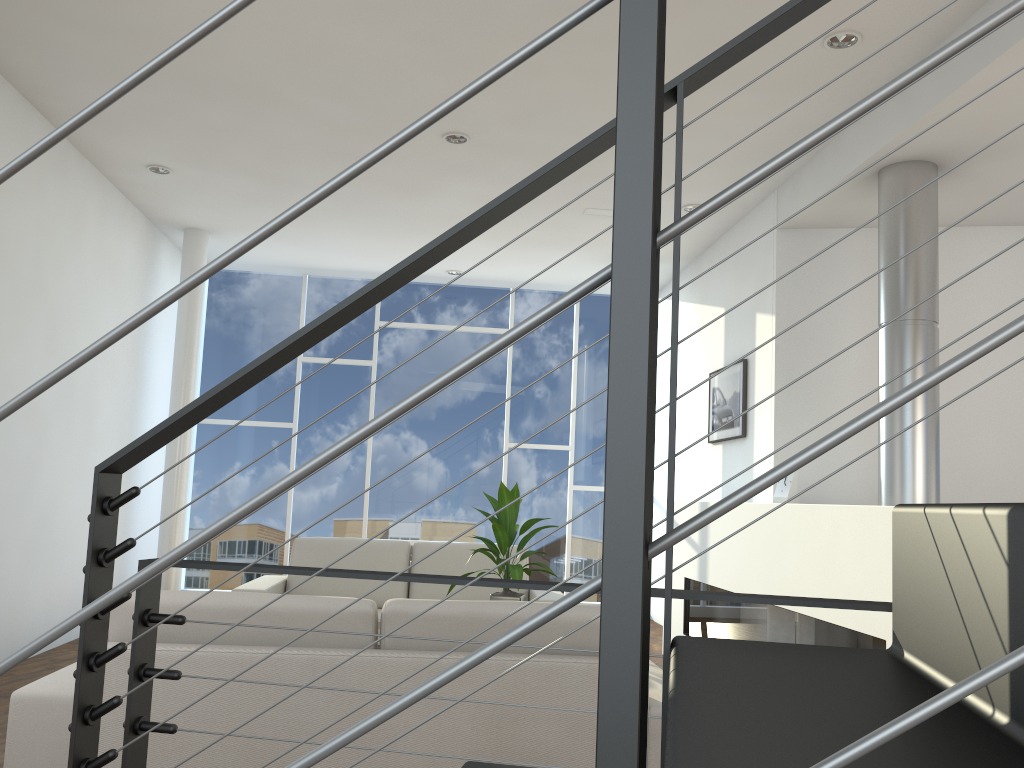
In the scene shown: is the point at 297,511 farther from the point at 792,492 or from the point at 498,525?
the point at 792,492

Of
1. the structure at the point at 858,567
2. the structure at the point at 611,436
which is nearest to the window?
the structure at the point at 858,567

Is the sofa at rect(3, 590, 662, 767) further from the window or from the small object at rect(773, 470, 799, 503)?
the window

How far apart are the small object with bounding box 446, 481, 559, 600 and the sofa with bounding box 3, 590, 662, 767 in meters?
0.9 m

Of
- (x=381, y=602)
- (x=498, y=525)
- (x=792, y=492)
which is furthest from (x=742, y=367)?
(x=381, y=602)

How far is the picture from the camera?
4.71m

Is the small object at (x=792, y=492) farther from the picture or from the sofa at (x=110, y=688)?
the sofa at (x=110, y=688)

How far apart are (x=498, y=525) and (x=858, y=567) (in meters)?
1.27

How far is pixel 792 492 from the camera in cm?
373

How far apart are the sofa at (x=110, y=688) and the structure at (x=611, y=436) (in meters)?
0.75
